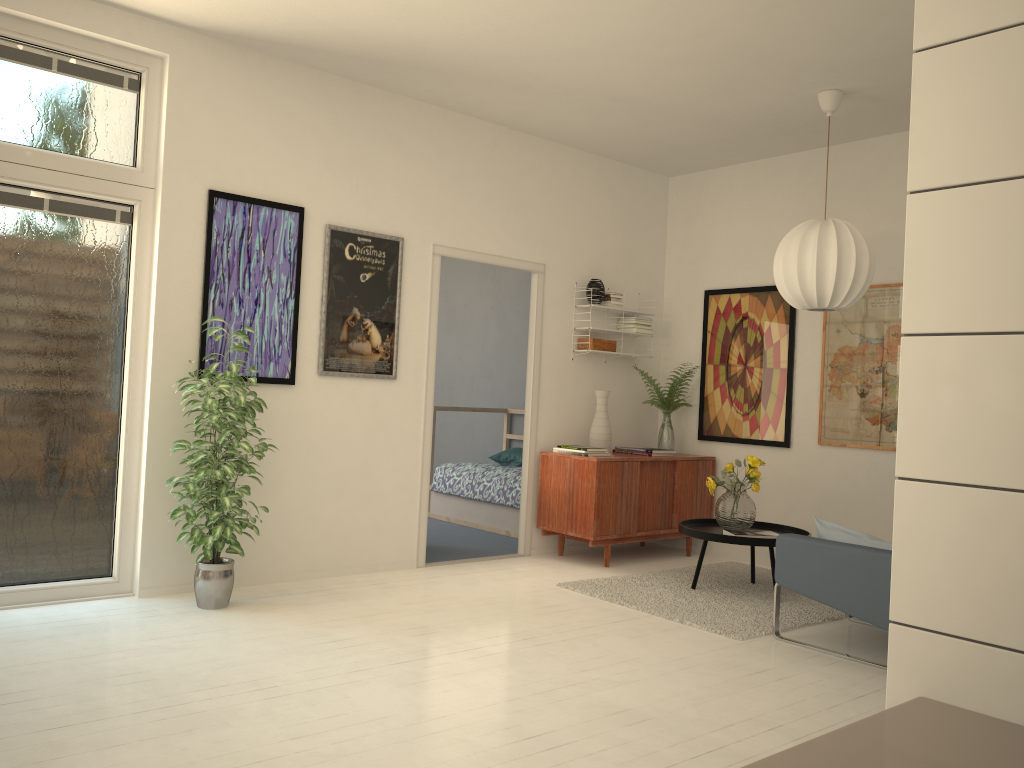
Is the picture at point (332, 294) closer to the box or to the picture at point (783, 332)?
the box

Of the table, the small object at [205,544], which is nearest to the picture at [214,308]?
the small object at [205,544]

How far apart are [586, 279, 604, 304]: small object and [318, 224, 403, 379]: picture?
1.6 meters

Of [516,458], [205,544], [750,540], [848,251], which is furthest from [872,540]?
[516,458]

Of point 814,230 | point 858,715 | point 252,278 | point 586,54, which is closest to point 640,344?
point 814,230

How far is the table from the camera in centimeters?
490cm

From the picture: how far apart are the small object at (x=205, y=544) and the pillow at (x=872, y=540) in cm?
271

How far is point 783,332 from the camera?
6.2m

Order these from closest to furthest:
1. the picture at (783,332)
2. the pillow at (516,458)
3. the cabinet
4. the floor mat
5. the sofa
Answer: the sofa
the floor mat
the cabinet
the picture at (783,332)
the pillow at (516,458)

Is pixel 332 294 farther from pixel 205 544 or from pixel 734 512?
pixel 734 512
